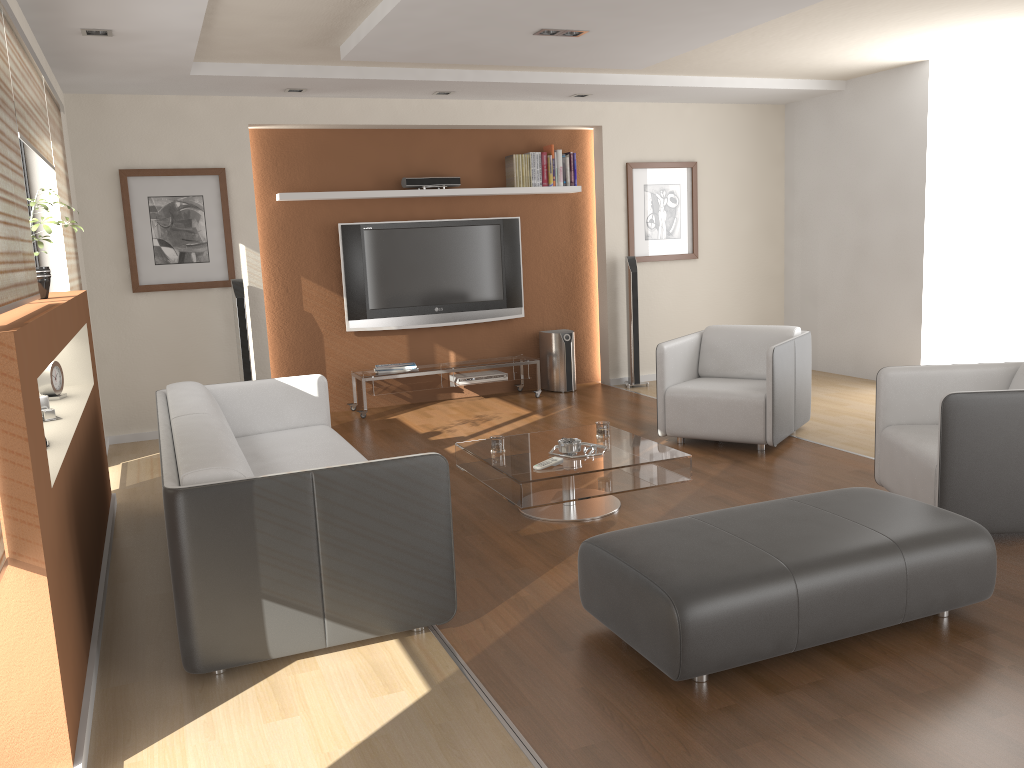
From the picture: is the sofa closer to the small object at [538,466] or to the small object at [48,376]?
the small object at [48,376]

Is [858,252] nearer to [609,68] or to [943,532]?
[609,68]

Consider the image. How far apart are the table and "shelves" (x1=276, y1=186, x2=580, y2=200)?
3.16m

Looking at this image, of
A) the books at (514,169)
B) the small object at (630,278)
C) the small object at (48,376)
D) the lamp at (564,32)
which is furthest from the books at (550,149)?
the small object at (48,376)

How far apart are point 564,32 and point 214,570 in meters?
3.6 m

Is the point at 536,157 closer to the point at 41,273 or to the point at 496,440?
the point at 496,440

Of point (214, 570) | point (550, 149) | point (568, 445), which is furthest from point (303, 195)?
point (214, 570)

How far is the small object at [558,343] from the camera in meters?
7.8 m

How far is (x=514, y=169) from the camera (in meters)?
7.58

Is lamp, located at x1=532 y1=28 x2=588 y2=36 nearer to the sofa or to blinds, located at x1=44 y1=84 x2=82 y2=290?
the sofa
